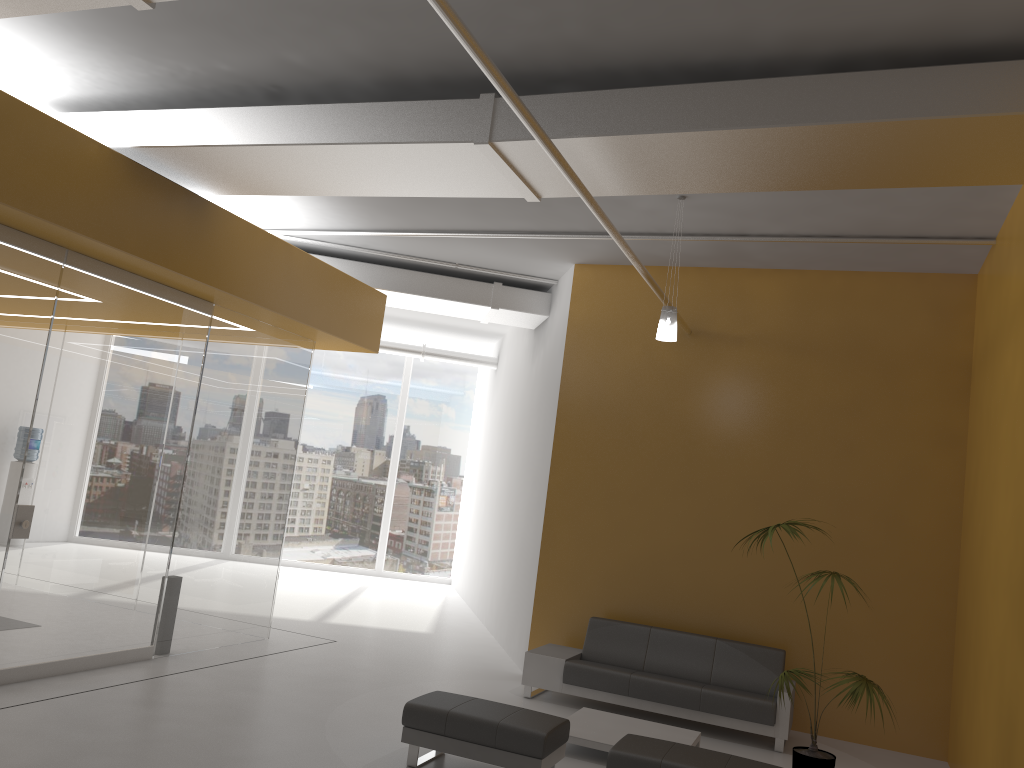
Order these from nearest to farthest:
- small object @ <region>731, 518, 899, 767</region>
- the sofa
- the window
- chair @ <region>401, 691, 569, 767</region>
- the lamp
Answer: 1. chair @ <region>401, 691, 569, 767</region>
2. small object @ <region>731, 518, 899, 767</region>
3. the lamp
4. the sofa
5. the window

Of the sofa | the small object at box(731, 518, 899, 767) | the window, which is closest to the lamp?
the small object at box(731, 518, 899, 767)

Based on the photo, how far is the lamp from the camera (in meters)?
7.22

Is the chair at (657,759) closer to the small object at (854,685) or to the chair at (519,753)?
the chair at (519,753)

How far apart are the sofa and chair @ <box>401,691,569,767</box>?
2.1m

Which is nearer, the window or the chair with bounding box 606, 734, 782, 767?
the chair with bounding box 606, 734, 782, 767

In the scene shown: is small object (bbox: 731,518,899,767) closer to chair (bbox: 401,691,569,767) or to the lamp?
chair (bbox: 401,691,569,767)

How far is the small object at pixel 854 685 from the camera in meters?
5.8 m

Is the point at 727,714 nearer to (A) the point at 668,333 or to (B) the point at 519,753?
(B) the point at 519,753

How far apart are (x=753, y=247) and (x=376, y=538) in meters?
10.8 m
